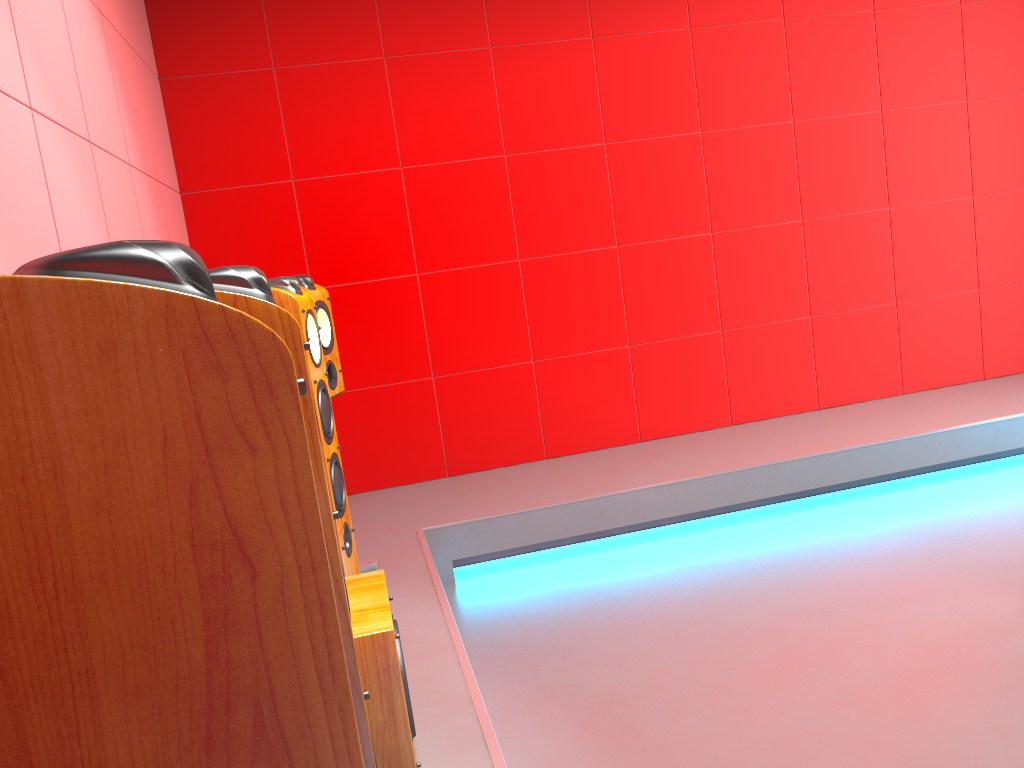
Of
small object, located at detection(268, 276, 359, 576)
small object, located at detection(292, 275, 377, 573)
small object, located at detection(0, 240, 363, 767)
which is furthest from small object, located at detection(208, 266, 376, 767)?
small object, located at detection(292, 275, 377, 573)

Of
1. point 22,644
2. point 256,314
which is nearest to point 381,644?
point 256,314

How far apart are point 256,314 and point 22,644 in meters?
0.6 m

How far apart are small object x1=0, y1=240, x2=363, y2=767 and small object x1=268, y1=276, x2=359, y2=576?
1.9m

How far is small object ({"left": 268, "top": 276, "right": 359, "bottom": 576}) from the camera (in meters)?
2.32

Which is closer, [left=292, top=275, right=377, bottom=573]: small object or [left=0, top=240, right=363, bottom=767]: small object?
[left=0, top=240, right=363, bottom=767]: small object

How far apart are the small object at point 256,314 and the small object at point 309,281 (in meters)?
1.94

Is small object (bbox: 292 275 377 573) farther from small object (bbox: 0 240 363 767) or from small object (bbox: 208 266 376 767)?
small object (bbox: 0 240 363 767)

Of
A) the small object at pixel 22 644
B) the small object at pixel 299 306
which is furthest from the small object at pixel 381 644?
the small object at pixel 22 644

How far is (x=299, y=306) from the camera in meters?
2.3
